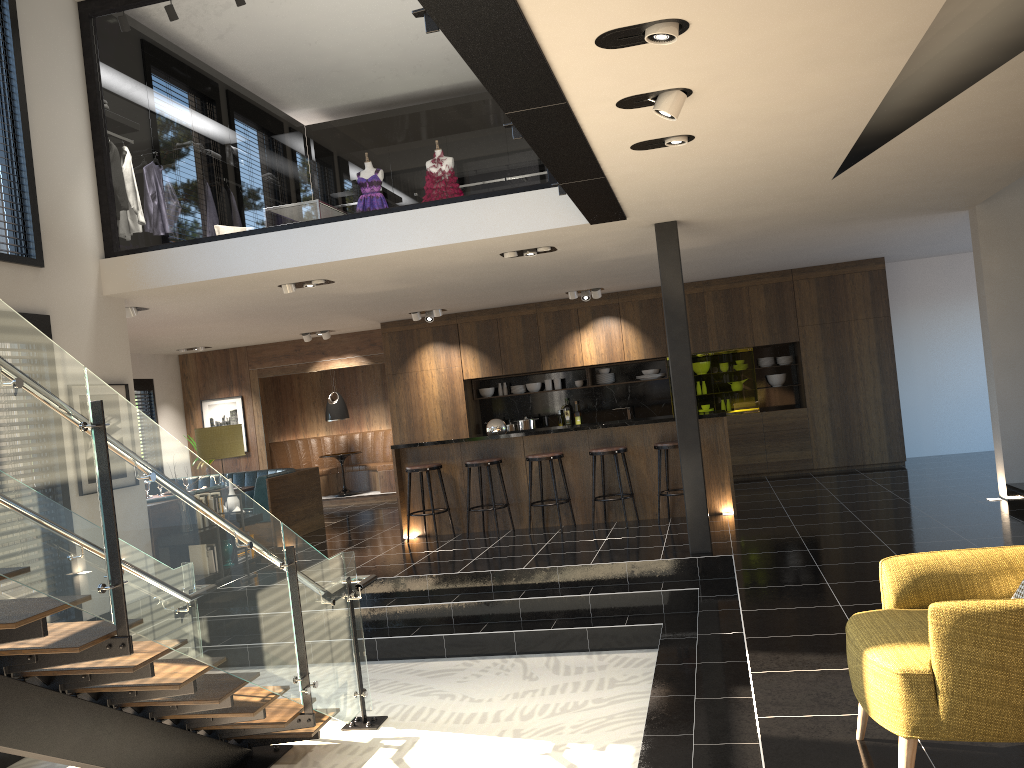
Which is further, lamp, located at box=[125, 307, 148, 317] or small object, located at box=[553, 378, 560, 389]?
small object, located at box=[553, 378, 560, 389]

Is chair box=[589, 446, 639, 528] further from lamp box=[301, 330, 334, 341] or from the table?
the table

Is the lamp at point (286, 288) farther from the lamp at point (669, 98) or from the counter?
the lamp at point (669, 98)

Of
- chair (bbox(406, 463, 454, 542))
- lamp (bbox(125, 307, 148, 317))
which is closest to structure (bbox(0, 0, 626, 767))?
chair (bbox(406, 463, 454, 542))

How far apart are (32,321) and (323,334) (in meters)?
6.34

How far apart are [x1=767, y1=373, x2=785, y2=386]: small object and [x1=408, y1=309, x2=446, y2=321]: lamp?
4.64m

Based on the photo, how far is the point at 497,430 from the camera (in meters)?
9.45

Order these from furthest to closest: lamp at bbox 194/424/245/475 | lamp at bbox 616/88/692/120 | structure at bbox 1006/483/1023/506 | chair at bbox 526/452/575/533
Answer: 1. chair at bbox 526/452/575/533
2. lamp at bbox 194/424/245/475
3. structure at bbox 1006/483/1023/506
4. lamp at bbox 616/88/692/120

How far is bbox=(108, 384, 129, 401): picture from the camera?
7.8m

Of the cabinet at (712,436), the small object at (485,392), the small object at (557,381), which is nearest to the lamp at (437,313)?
the small object at (485,392)
